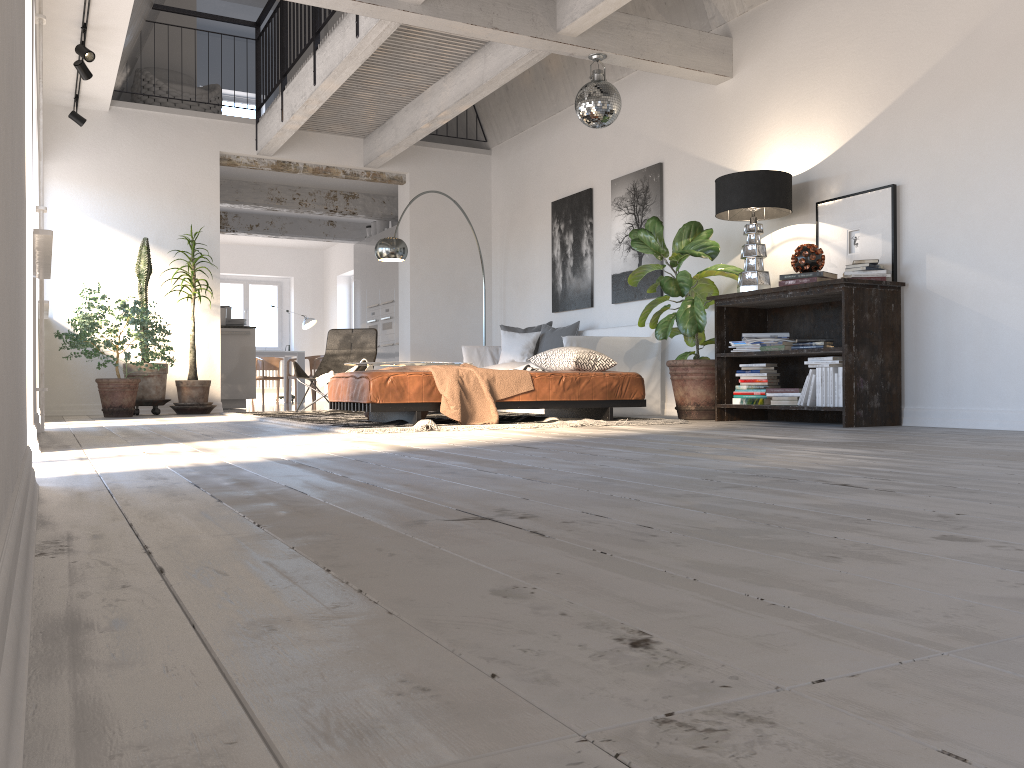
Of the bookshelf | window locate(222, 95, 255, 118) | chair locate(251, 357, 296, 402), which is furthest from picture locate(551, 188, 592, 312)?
chair locate(251, 357, 296, 402)

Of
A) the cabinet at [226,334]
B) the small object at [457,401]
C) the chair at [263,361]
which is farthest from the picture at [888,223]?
the chair at [263,361]

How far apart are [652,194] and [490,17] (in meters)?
2.44

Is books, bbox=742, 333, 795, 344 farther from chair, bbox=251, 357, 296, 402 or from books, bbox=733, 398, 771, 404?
chair, bbox=251, 357, 296, 402

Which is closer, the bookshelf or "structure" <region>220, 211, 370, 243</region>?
the bookshelf

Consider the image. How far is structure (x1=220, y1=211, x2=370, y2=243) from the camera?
13.4 meters

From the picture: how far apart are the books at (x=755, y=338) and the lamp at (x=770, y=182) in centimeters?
34cm

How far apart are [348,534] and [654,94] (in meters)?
7.02

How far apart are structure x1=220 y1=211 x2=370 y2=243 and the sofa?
6.07m

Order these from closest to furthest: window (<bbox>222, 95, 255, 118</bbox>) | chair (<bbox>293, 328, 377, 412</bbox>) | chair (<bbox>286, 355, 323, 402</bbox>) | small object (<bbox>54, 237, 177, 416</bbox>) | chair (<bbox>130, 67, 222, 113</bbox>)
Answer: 1. small object (<bbox>54, 237, 177, 416</bbox>)
2. chair (<bbox>293, 328, 377, 412</bbox>)
3. chair (<bbox>130, 67, 222, 113</bbox>)
4. window (<bbox>222, 95, 255, 118</bbox>)
5. chair (<bbox>286, 355, 323, 402</bbox>)
